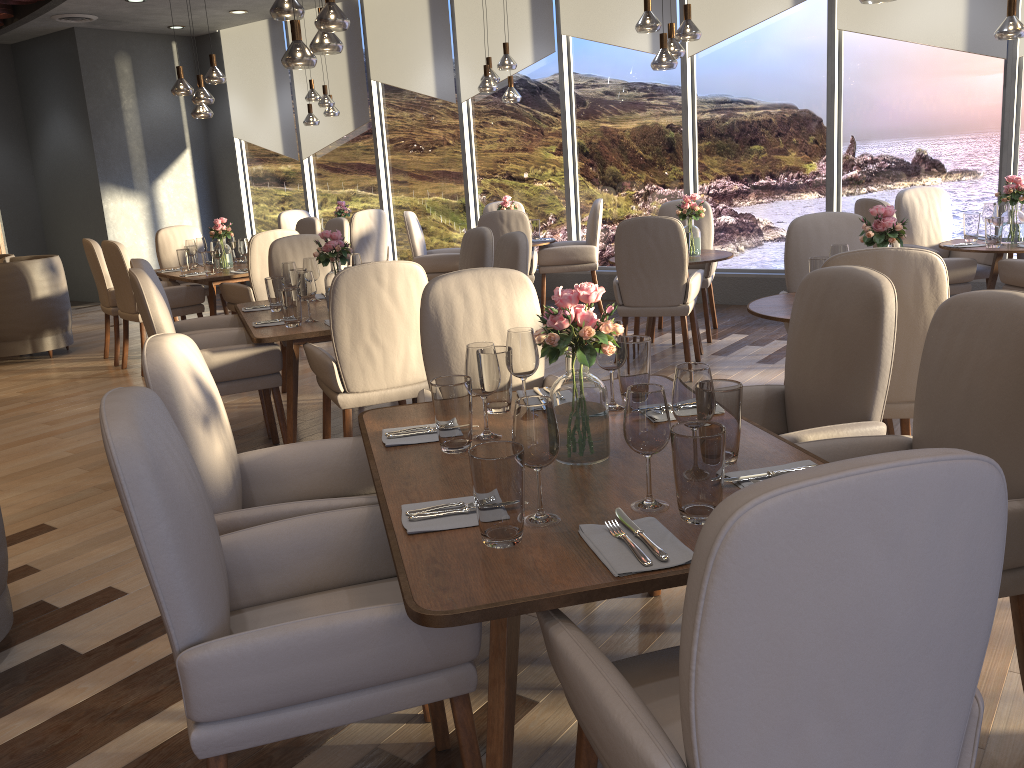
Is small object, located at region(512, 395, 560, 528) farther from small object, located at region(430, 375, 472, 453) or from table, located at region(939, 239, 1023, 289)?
table, located at region(939, 239, 1023, 289)

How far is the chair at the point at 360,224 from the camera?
8.7 meters

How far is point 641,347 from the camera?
2.45m

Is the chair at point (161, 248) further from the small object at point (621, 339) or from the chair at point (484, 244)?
the small object at point (621, 339)

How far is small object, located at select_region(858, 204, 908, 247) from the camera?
3.7m

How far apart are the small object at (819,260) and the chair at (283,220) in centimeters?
722cm

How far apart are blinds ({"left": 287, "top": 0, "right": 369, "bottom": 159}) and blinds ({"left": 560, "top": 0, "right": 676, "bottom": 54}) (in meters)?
2.63

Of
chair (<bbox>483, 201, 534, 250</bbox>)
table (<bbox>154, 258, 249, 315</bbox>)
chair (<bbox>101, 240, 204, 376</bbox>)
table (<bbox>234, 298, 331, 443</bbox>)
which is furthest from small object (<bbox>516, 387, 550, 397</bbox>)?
chair (<bbox>483, 201, 534, 250</bbox>)

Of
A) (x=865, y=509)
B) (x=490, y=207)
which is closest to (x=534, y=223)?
(x=490, y=207)

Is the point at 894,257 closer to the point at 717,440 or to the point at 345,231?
the point at 717,440
